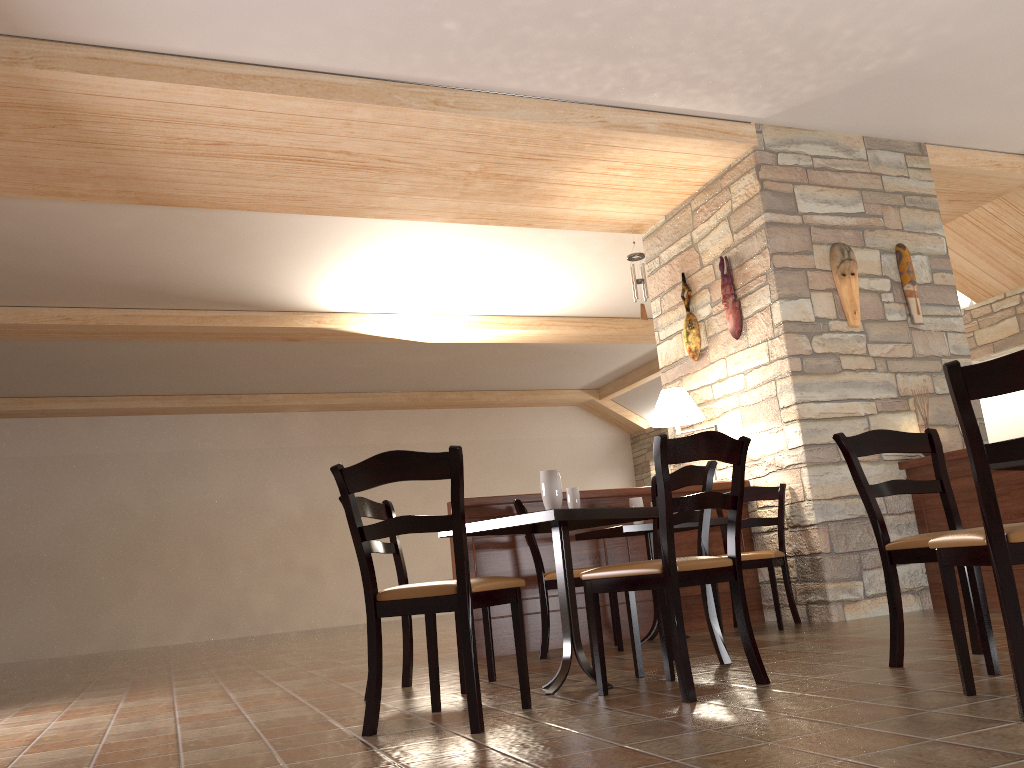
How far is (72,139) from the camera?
4.94m

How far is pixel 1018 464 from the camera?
2.6m

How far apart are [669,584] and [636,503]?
2.3 meters

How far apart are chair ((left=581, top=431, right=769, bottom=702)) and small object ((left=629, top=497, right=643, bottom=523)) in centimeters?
182cm

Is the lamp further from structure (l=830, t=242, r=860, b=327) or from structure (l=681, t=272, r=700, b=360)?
structure (l=830, t=242, r=860, b=327)

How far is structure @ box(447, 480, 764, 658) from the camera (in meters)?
5.17

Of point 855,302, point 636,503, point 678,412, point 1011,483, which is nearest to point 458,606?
point 636,503

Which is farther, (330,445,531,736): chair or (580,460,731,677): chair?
(580,460,731,677): chair

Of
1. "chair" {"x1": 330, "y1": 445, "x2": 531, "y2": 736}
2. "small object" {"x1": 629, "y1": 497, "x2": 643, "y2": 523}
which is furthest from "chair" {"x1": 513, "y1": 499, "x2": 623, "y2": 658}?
"chair" {"x1": 330, "y1": 445, "x2": 531, "y2": 736}

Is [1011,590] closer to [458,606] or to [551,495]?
[458,606]
